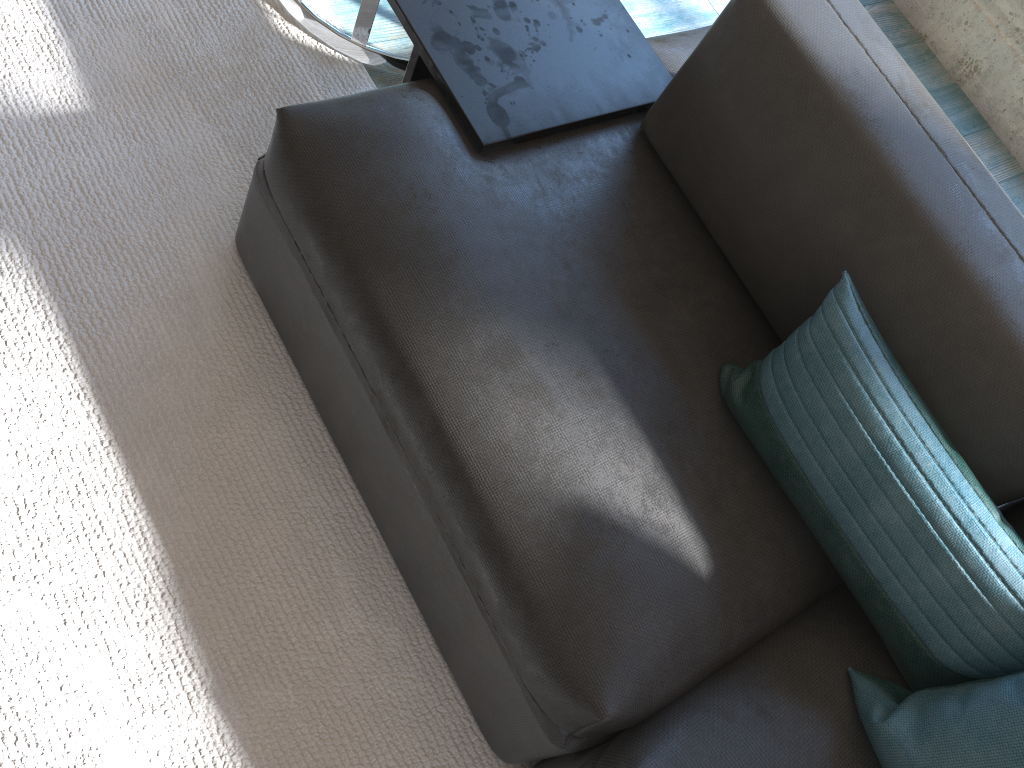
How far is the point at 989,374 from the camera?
1.12m

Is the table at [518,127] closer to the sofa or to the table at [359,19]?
the sofa

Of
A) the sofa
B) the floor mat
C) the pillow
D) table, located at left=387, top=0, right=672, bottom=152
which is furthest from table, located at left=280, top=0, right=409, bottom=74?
the pillow

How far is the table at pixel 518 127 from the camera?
1.4m

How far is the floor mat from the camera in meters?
1.2

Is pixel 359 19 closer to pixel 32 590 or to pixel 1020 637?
pixel 32 590

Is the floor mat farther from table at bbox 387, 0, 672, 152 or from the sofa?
table at bbox 387, 0, 672, 152

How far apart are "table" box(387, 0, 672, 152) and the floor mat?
0.4 meters

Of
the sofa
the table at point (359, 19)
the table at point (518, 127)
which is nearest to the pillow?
the sofa

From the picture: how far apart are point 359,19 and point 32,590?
1.20m
